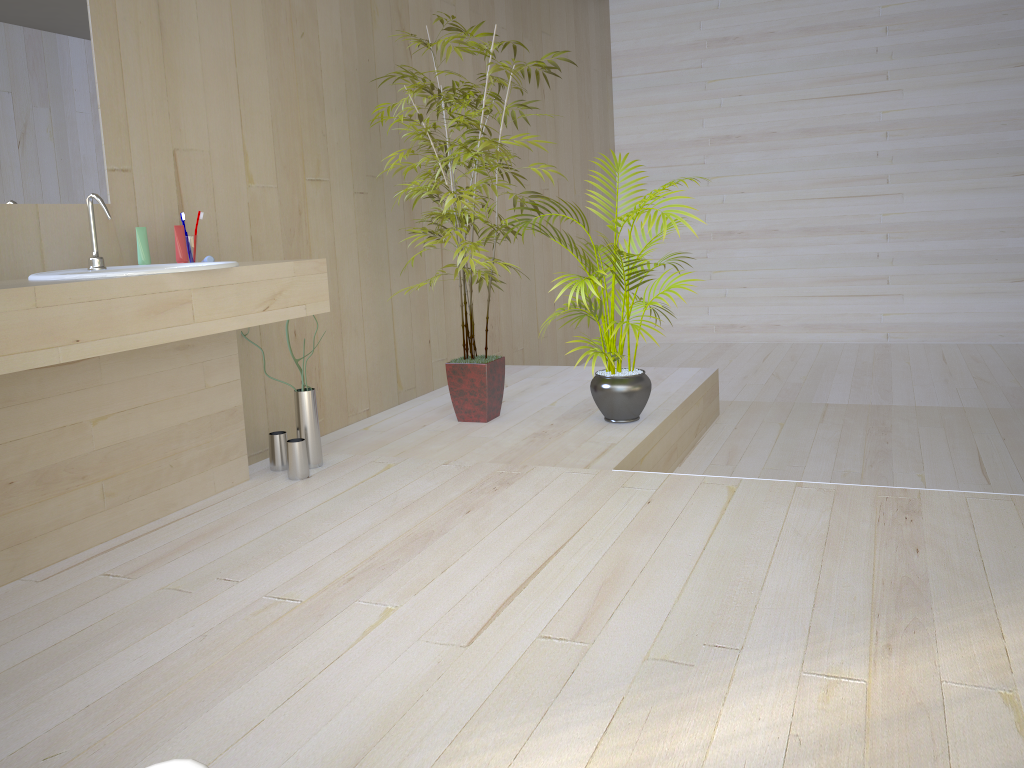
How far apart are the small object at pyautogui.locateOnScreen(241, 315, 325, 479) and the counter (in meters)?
0.14

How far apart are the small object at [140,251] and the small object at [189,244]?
0.16m

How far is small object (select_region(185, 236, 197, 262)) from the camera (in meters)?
2.90

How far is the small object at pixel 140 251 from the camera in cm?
275

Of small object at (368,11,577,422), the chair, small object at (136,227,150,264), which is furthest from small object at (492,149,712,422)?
the chair

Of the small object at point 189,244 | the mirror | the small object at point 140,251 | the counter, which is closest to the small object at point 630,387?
the counter

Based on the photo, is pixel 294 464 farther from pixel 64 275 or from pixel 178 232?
pixel 64 275

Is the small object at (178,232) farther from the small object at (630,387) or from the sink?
the small object at (630,387)

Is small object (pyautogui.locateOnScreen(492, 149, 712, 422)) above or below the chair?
below

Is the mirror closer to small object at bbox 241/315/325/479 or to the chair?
small object at bbox 241/315/325/479
